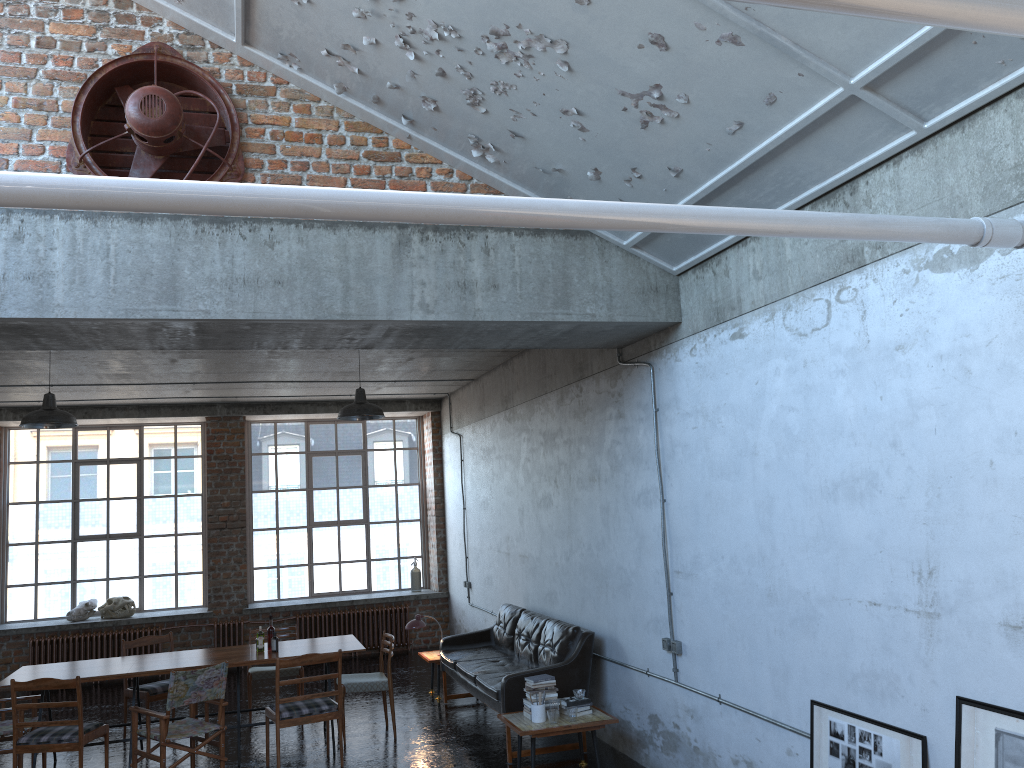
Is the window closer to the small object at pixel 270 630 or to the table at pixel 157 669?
the table at pixel 157 669

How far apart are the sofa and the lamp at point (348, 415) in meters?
2.6

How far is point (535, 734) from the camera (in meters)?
6.78

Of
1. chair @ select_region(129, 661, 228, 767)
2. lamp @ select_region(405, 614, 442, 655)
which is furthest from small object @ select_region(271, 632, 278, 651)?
lamp @ select_region(405, 614, 442, 655)

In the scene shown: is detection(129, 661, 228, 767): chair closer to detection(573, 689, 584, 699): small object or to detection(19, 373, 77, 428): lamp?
detection(19, 373, 77, 428): lamp

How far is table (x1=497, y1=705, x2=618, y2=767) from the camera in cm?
678

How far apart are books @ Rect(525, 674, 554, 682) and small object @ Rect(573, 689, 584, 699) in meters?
0.3

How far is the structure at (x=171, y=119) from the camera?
5.39m

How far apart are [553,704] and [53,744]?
4.0 meters

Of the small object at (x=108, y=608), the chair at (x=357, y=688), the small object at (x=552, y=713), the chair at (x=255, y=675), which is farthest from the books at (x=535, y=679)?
→ the small object at (x=108, y=608)
